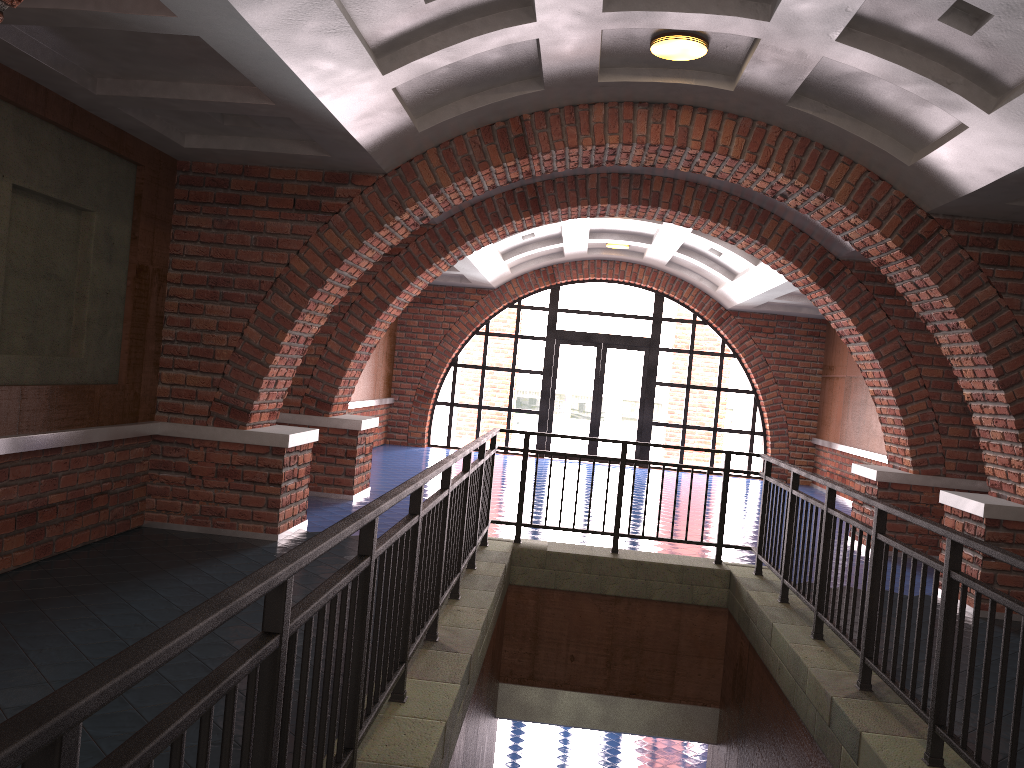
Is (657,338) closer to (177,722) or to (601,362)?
(601,362)

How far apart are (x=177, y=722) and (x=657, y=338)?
15.4m

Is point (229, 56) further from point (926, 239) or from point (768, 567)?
point (926, 239)

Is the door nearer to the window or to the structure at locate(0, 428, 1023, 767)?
the window

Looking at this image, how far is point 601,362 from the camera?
16.47m

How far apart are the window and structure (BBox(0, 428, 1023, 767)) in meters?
9.2

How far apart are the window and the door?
0.11m

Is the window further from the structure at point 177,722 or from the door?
the structure at point 177,722

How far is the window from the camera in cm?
1638

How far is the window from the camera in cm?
1638
